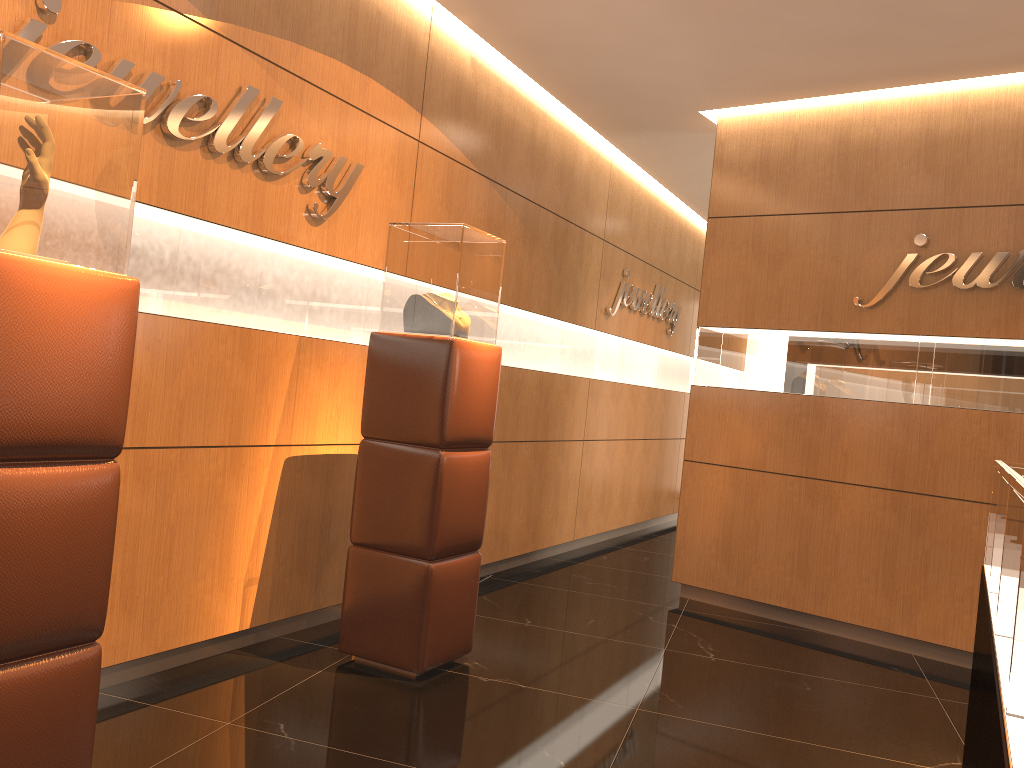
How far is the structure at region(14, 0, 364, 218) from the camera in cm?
295

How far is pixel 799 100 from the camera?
5.7m

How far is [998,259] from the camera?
4.9m

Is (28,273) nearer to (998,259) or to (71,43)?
(71,43)

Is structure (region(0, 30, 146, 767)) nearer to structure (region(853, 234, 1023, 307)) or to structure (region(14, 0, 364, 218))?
structure (region(14, 0, 364, 218))

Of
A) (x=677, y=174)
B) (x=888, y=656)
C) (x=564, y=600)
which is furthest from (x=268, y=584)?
(x=677, y=174)

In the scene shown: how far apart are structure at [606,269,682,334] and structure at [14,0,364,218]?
3.53m

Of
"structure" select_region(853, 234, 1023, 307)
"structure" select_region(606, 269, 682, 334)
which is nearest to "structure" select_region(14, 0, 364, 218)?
"structure" select_region(853, 234, 1023, 307)

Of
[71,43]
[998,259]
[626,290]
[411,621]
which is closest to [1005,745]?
[411,621]

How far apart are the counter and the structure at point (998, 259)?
2.5m
